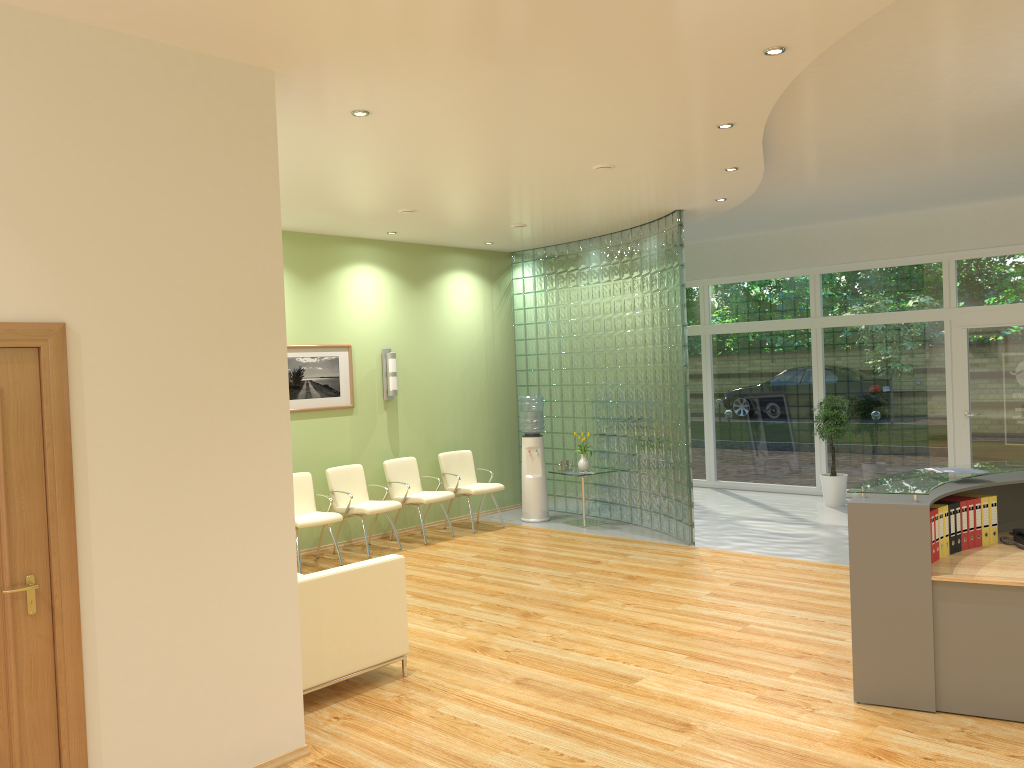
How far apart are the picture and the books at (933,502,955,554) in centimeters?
628cm

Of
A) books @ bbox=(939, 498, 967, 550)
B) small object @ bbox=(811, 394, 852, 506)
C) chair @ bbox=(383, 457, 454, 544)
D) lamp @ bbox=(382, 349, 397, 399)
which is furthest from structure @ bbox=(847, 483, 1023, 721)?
lamp @ bbox=(382, 349, 397, 399)

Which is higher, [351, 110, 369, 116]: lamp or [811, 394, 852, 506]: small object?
[351, 110, 369, 116]: lamp

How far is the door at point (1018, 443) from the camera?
10.08m

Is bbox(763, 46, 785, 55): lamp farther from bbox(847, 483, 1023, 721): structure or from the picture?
the picture

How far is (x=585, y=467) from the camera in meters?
10.3 m

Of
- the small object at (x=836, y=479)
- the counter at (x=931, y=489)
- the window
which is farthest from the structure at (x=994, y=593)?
the window

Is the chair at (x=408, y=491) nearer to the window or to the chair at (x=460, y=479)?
the chair at (x=460, y=479)

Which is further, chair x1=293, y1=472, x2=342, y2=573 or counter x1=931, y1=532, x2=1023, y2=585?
chair x1=293, y1=472, x2=342, y2=573

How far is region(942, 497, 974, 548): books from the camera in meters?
5.1
